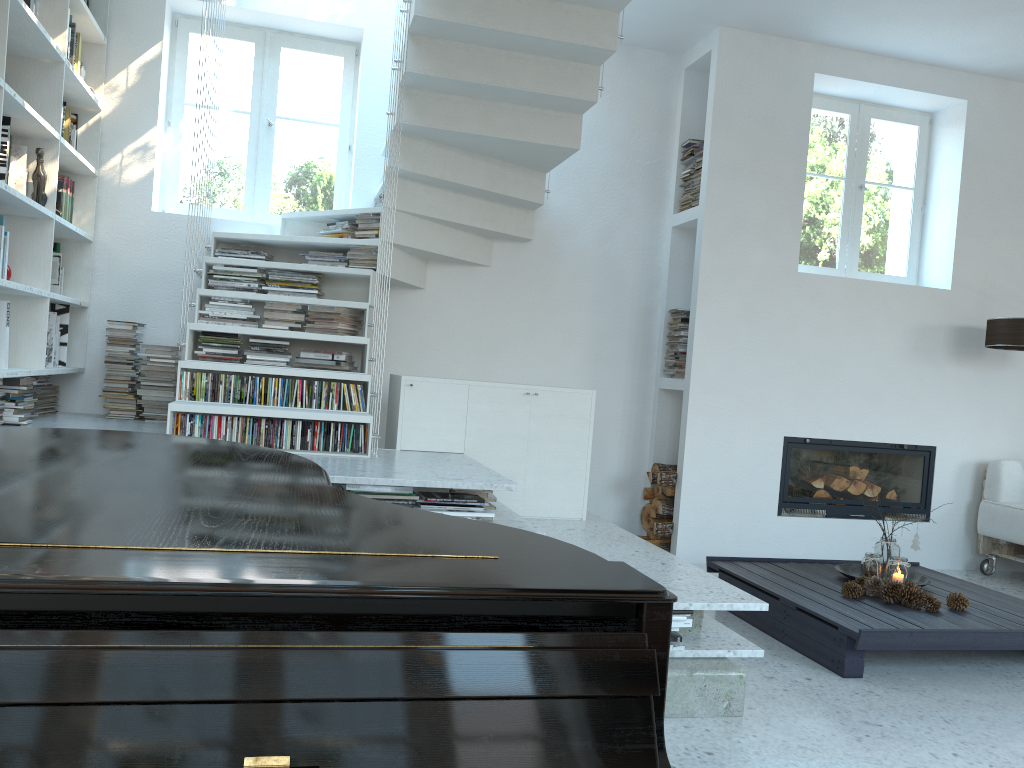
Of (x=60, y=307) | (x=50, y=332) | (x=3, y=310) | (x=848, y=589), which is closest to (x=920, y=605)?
(x=848, y=589)

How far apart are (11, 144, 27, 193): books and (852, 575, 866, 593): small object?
4.2 meters

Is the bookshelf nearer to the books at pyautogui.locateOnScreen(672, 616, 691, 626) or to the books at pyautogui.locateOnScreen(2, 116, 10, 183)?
the books at pyautogui.locateOnScreen(2, 116, 10, 183)

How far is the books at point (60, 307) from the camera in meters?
4.7

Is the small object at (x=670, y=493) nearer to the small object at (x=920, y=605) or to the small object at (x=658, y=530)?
the small object at (x=658, y=530)

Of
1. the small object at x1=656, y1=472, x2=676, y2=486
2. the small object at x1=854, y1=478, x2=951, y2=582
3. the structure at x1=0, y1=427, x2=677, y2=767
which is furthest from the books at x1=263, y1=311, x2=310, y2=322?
the small object at x1=854, y1=478, x2=951, y2=582

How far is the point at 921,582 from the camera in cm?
420

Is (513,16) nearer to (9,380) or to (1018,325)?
(9,380)

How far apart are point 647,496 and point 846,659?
2.4 meters

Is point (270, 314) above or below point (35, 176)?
below
